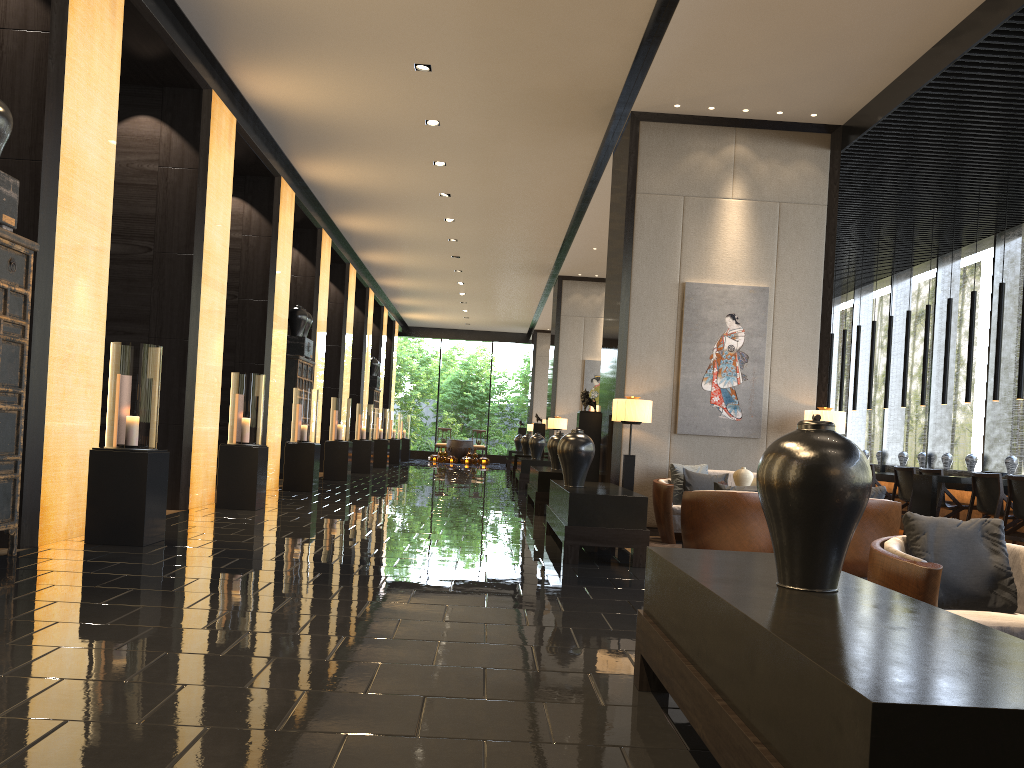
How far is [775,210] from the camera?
8.9 meters

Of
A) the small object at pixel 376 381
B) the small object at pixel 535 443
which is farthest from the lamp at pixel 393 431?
the small object at pixel 535 443

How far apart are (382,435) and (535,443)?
5.75m

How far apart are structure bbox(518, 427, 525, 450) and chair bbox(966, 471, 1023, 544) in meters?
19.3 m

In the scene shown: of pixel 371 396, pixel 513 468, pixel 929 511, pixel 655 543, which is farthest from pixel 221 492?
pixel 371 396

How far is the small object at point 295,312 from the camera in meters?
13.4 m

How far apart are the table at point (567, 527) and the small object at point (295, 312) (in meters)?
6.74

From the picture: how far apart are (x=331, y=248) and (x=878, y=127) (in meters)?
10.35

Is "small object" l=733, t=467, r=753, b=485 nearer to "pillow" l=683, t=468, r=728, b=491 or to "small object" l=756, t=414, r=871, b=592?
"pillow" l=683, t=468, r=728, b=491

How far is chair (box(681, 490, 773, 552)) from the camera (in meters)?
6.34
